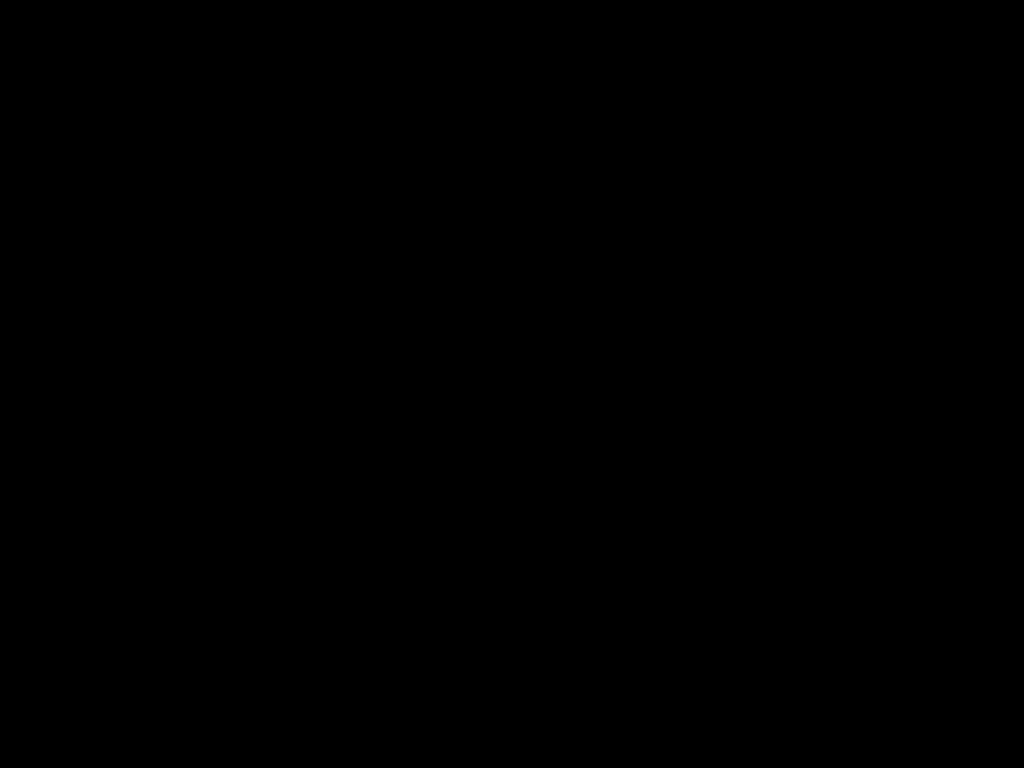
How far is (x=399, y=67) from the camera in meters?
0.4 m

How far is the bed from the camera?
0.4m

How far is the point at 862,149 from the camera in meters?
0.5 m

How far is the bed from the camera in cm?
42
